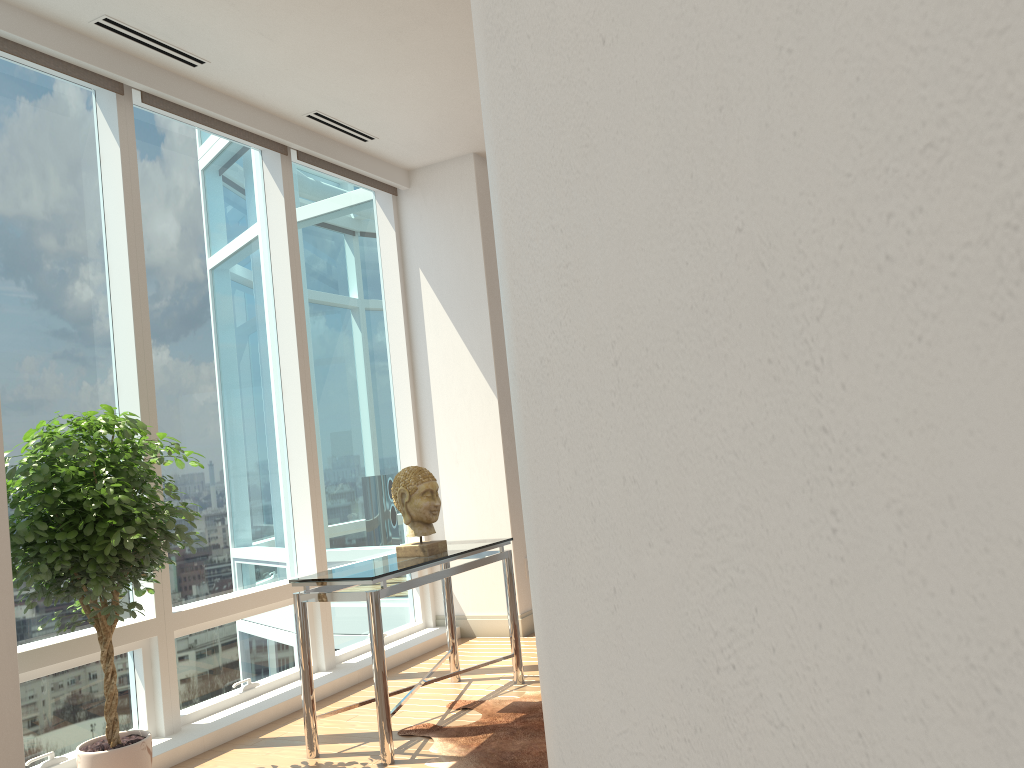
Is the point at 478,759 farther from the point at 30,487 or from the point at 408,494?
the point at 30,487

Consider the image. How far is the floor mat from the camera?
3.62m

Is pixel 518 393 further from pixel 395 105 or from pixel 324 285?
pixel 324 285

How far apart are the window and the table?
0.6 meters

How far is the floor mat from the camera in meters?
3.6 m

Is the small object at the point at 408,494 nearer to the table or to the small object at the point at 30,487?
the table

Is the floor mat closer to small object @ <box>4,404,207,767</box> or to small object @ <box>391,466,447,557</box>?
small object @ <box>391,466,447,557</box>

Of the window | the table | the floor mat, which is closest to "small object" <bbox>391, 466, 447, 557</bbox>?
the table

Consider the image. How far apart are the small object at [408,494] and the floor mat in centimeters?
79cm

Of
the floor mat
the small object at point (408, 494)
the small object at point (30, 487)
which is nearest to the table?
the small object at point (408, 494)
